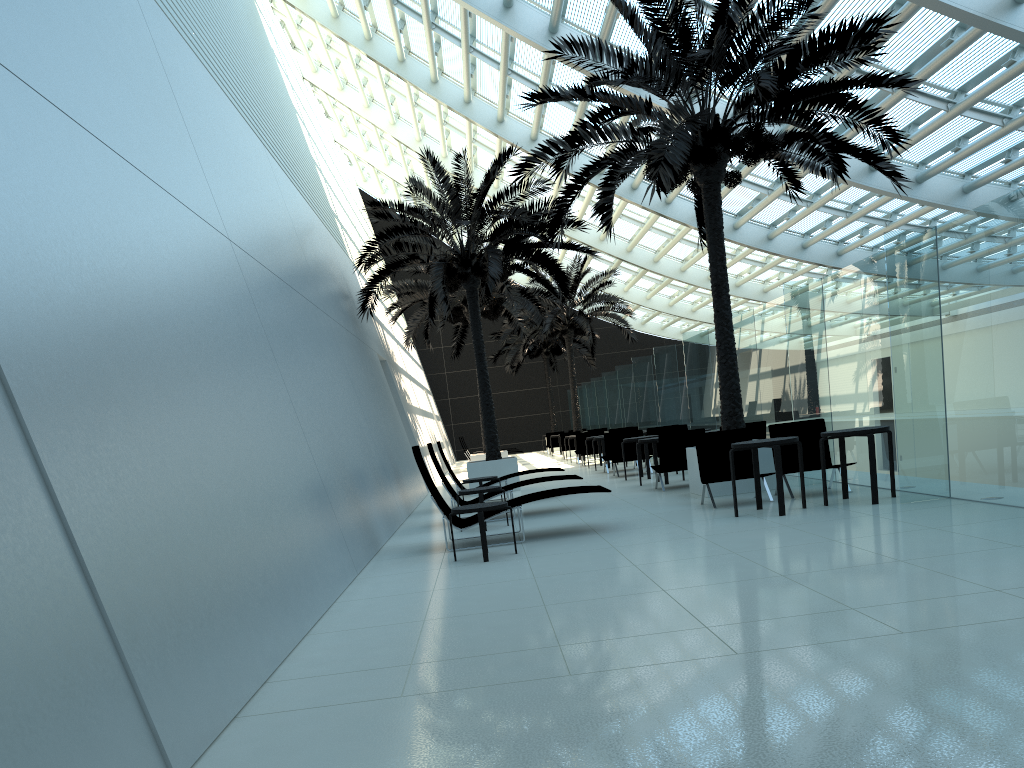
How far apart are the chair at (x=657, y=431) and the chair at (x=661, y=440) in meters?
4.4 m

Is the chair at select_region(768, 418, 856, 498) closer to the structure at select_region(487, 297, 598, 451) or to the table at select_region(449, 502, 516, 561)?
the table at select_region(449, 502, 516, 561)

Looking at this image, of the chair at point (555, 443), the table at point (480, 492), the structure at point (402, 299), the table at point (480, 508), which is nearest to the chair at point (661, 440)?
the table at point (480, 492)

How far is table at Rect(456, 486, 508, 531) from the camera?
10.7m

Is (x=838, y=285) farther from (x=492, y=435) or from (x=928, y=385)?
(x=492, y=435)

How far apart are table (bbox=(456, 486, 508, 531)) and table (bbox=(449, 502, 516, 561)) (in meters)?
2.40

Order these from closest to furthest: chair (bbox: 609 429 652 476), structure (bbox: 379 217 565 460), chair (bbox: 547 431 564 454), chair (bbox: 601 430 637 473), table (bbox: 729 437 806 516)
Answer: table (bbox: 729 437 806 516) → chair (bbox: 609 429 652 476) → chair (bbox: 601 430 637 473) → structure (bbox: 379 217 565 460) → chair (bbox: 547 431 564 454)

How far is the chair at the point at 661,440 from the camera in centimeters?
1317cm

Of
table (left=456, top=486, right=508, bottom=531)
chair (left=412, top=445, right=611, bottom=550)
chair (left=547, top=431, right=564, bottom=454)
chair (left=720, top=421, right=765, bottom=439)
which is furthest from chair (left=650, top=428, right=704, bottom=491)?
chair (left=547, top=431, right=564, bottom=454)

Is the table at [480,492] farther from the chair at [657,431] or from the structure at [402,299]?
the structure at [402,299]
